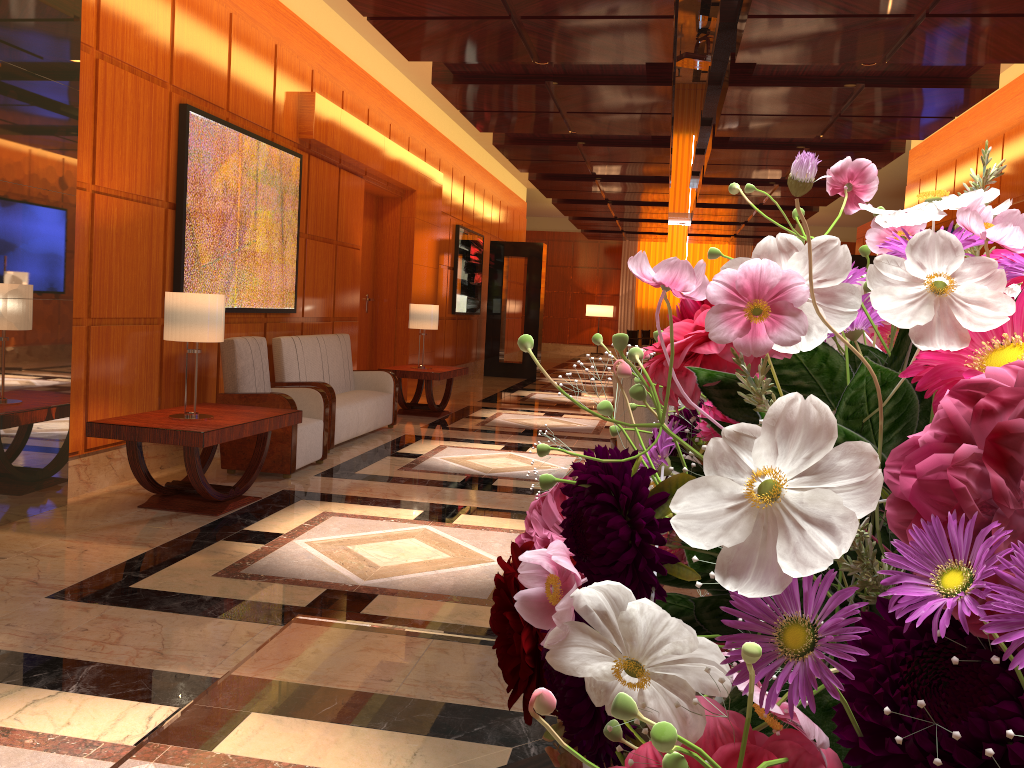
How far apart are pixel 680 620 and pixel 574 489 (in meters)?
0.13

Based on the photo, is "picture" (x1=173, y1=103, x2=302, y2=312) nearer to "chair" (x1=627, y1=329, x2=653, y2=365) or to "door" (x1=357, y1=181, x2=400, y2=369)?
"door" (x1=357, y1=181, x2=400, y2=369)

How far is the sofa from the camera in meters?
7.4

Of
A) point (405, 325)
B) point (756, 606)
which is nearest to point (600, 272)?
point (405, 325)

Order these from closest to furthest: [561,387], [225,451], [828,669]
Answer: [828,669], [225,451], [561,387]

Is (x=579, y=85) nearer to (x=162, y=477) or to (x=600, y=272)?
(x=162, y=477)

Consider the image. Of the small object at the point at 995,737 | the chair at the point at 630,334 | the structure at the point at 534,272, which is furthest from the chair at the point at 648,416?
the chair at the point at 630,334

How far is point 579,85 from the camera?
7.78m

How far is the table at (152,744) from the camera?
1.1m

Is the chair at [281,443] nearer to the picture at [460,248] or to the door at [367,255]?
the door at [367,255]
